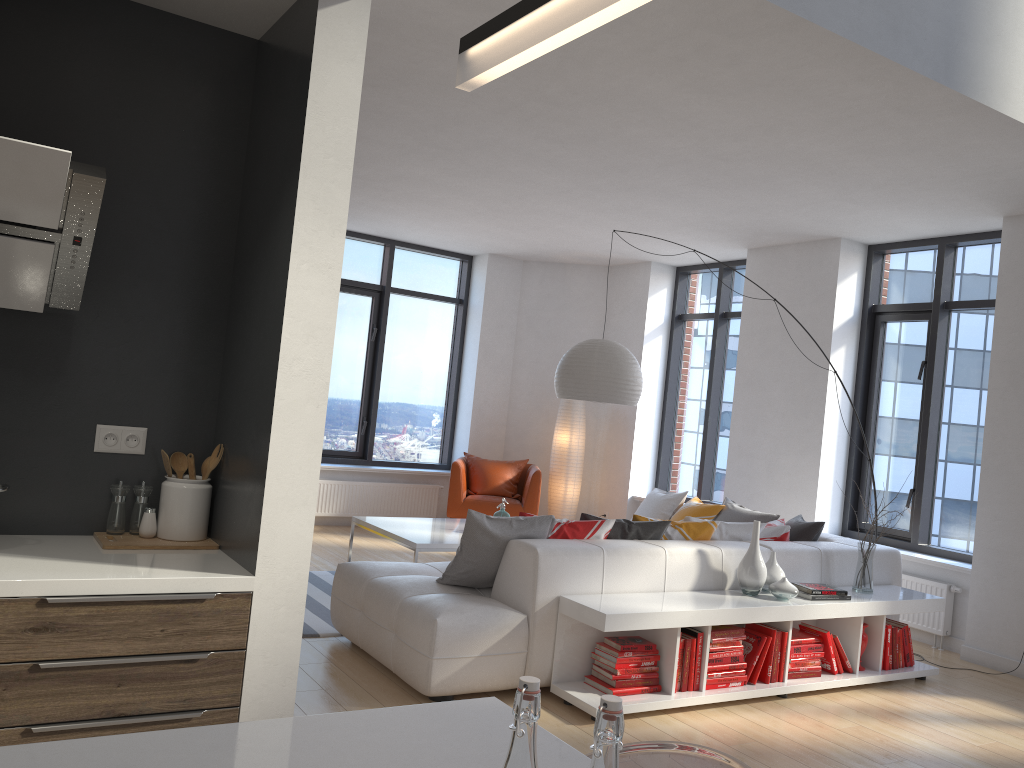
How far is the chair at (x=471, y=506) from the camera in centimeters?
847cm

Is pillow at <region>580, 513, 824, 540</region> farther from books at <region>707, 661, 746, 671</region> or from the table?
the table

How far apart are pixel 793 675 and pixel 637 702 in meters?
1.1 m

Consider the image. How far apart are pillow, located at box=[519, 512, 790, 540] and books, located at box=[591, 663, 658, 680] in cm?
70

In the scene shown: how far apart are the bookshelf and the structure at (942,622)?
0.91m

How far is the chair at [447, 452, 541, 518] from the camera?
8.5m

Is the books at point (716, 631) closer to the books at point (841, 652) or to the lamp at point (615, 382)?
the books at point (841, 652)

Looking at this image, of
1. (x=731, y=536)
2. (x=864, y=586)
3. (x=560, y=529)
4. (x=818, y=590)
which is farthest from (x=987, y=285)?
(x=560, y=529)

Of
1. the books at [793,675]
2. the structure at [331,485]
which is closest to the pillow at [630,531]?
the books at [793,675]

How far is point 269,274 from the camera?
2.6m
